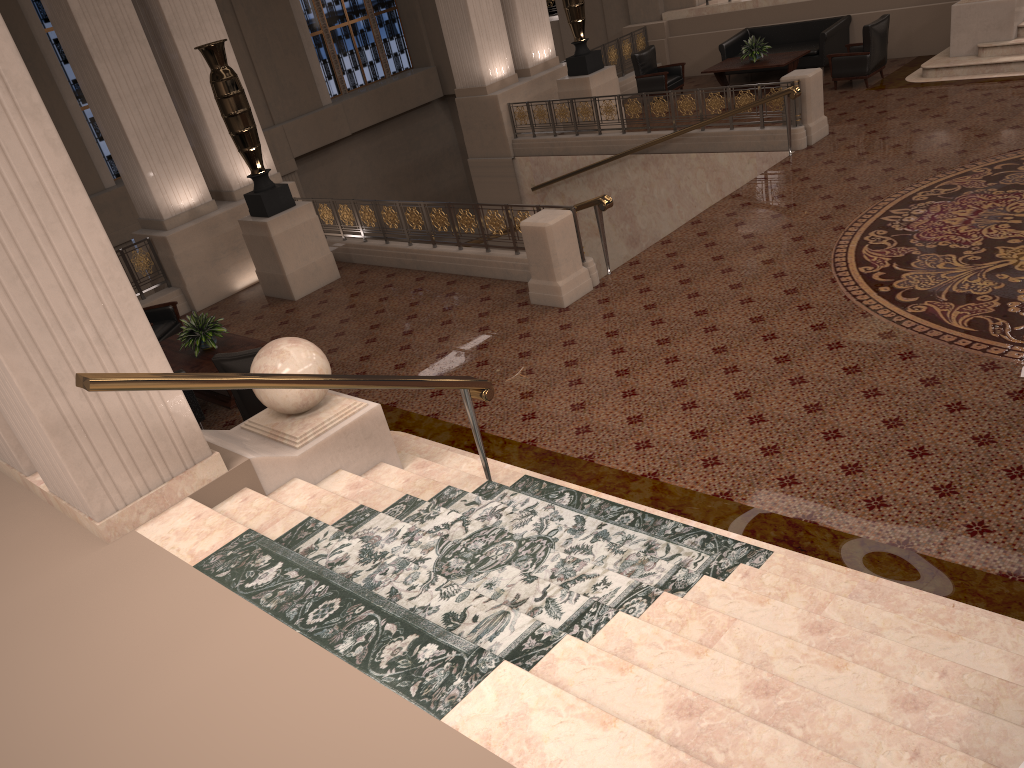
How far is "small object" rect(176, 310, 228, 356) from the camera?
8.30m

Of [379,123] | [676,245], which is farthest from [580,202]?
[379,123]

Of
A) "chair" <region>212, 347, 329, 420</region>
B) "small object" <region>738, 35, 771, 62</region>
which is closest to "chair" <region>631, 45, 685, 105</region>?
"small object" <region>738, 35, 771, 62</region>

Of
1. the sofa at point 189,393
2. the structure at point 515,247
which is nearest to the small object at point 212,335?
the sofa at point 189,393

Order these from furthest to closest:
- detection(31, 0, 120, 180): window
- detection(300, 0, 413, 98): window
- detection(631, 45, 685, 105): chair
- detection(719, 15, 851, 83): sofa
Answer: detection(300, 0, 413, 98): window → detection(31, 0, 120, 180): window → detection(631, 45, 685, 105): chair → detection(719, 15, 851, 83): sofa

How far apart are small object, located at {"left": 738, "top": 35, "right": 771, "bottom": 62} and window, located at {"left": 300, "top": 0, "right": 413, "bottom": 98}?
10.3m

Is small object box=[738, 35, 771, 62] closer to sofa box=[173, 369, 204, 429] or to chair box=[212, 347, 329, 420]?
chair box=[212, 347, 329, 420]

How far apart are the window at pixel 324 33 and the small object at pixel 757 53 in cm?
1031

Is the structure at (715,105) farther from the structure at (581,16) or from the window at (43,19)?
the window at (43,19)

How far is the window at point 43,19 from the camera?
16.3 meters
